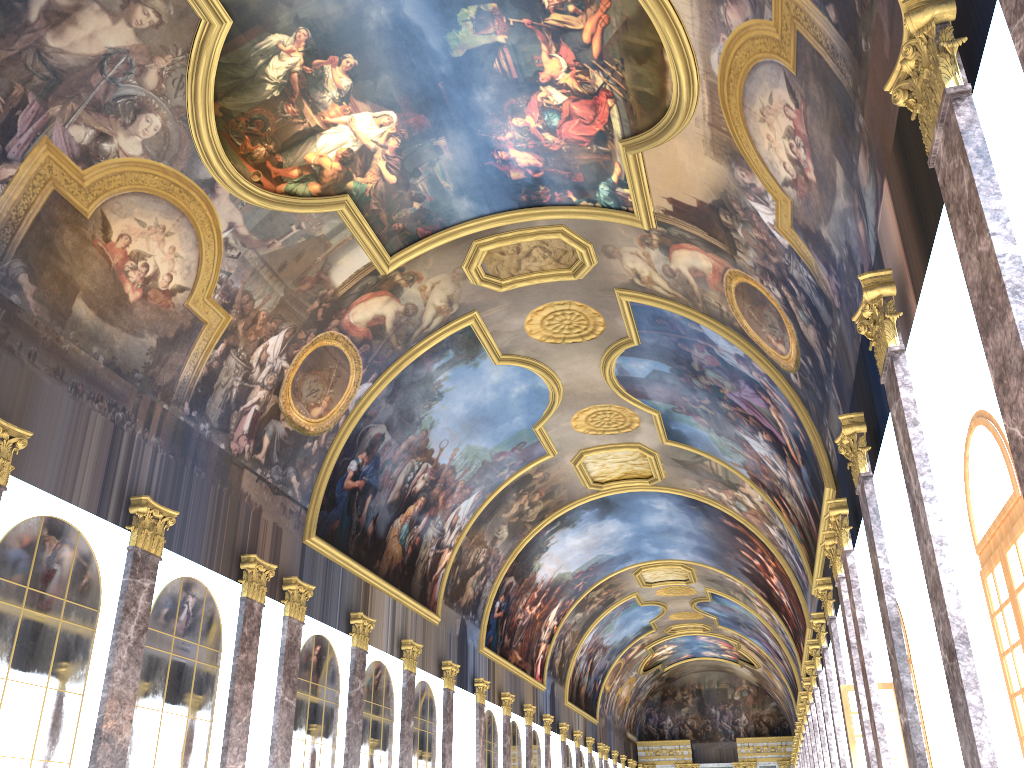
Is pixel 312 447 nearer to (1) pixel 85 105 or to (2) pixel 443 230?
(2) pixel 443 230
